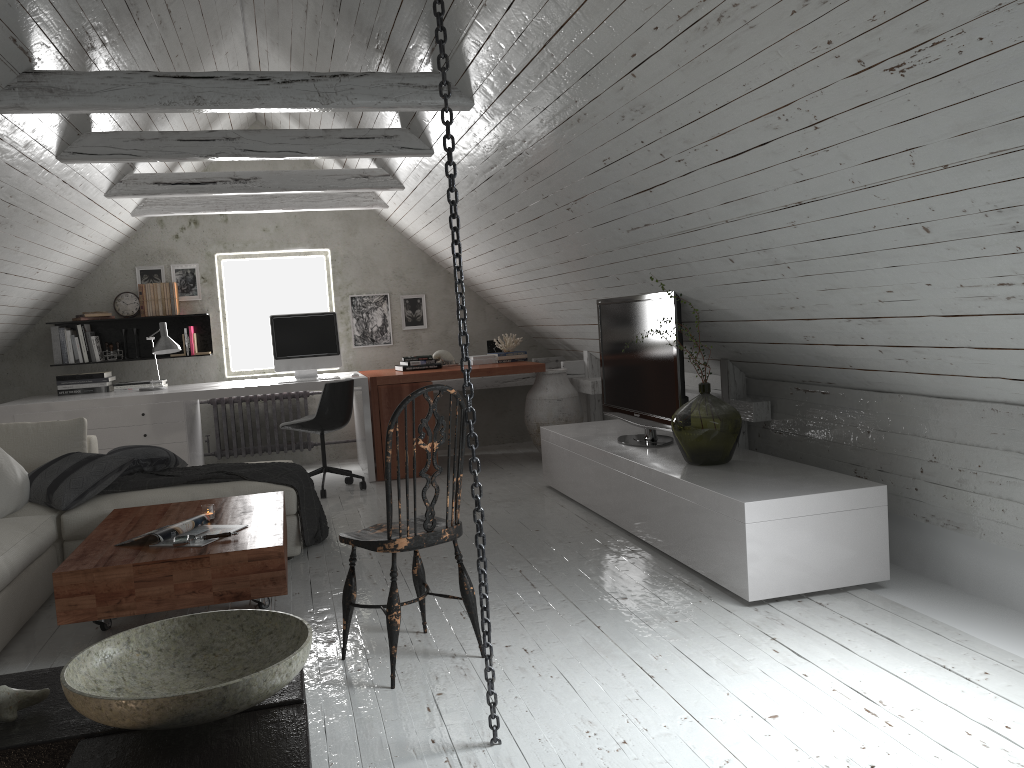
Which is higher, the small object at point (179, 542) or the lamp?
the lamp

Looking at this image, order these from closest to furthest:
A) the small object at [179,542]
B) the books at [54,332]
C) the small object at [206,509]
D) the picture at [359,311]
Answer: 1. the small object at [179,542]
2. the small object at [206,509]
3. the books at [54,332]
4. the picture at [359,311]

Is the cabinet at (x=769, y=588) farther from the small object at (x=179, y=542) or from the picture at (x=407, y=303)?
the picture at (x=407, y=303)

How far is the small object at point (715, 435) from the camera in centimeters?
389cm

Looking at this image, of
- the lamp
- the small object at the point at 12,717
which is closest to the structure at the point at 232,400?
the lamp

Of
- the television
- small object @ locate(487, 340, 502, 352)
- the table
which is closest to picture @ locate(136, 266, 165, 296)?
small object @ locate(487, 340, 502, 352)

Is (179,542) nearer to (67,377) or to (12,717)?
(12,717)

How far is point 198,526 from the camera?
3.42m

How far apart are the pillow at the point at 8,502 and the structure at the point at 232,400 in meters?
2.9

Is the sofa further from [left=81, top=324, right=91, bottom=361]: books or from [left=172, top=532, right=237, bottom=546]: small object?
[left=81, top=324, right=91, bottom=361]: books
